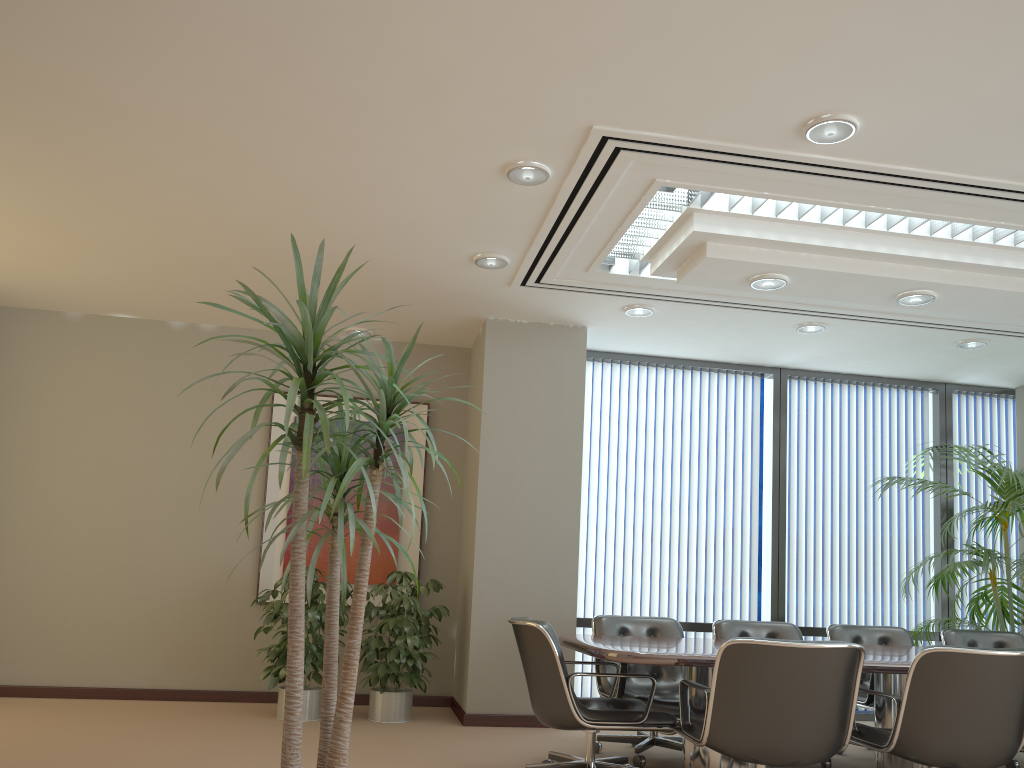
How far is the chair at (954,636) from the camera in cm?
615

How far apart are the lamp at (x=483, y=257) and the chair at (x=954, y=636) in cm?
402

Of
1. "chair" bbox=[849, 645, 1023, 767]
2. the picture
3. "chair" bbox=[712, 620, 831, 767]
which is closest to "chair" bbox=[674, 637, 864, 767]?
"chair" bbox=[849, 645, 1023, 767]

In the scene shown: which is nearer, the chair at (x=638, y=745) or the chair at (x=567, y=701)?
the chair at (x=567, y=701)

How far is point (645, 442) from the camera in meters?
7.7 m

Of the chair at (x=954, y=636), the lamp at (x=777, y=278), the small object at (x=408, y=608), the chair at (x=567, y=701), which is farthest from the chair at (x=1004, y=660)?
the small object at (x=408, y=608)

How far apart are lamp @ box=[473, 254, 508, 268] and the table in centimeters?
231cm

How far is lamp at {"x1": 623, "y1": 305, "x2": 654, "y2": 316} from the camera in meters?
6.4 m

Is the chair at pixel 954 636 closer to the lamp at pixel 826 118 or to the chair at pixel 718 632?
the chair at pixel 718 632

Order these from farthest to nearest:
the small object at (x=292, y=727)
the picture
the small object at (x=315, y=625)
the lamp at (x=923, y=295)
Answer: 1. the picture
2. the small object at (x=315, y=625)
3. the lamp at (x=923, y=295)
4. the small object at (x=292, y=727)
